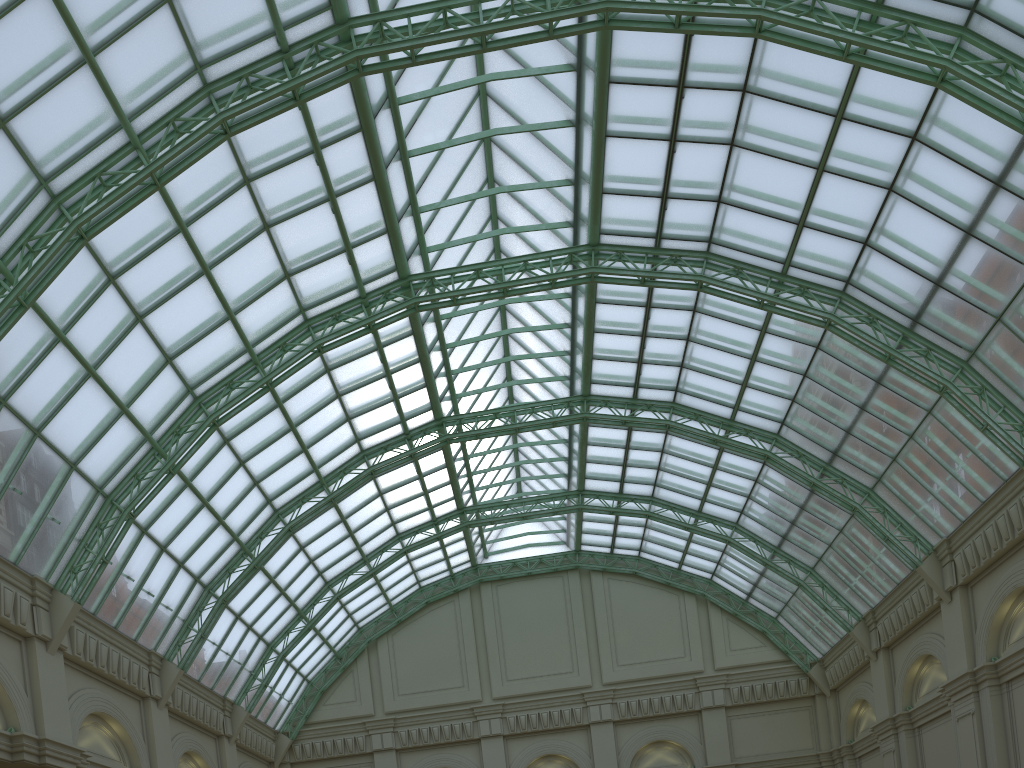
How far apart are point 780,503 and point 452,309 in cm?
2260
